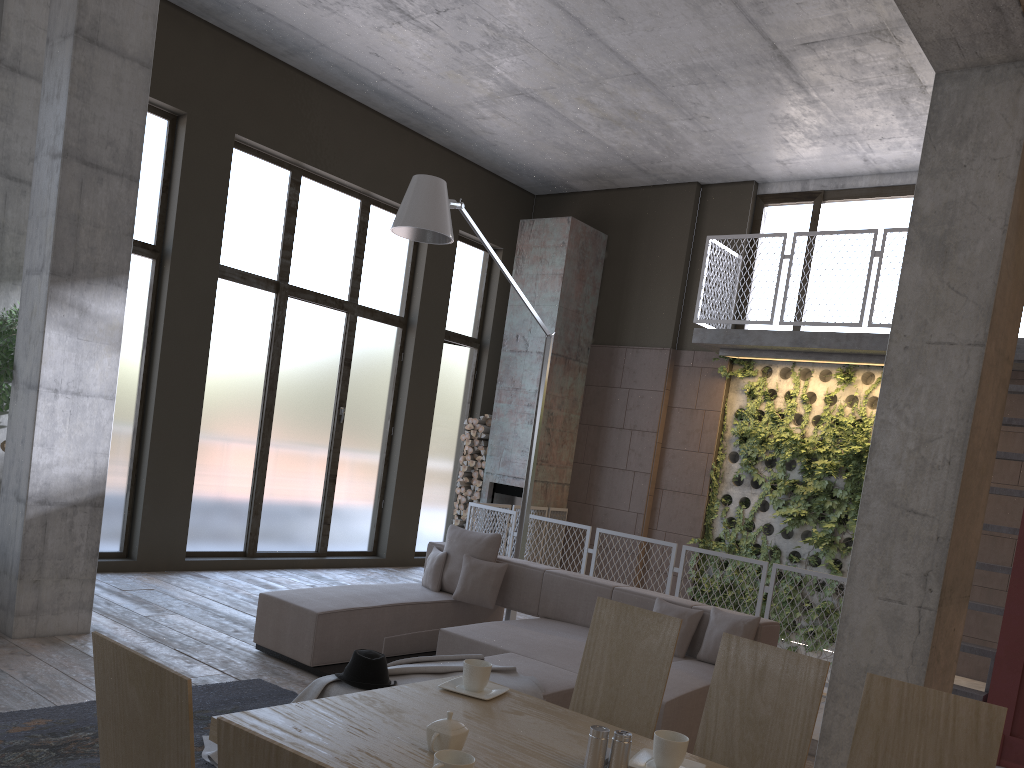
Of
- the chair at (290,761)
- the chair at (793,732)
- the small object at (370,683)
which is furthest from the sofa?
the chair at (290,761)

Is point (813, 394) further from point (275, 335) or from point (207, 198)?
point (207, 198)

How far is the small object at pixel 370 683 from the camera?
3.90m

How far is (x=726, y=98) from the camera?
8.5m

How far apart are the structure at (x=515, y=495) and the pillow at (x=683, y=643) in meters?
5.2

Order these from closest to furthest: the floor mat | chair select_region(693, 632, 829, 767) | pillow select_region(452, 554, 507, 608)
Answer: chair select_region(693, 632, 829, 767) < the floor mat < pillow select_region(452, 554, 507, 608)

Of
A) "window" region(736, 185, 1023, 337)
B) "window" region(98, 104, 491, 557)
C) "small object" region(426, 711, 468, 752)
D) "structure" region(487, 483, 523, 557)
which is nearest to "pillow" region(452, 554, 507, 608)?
"window" region(98, 104, 491, 557)

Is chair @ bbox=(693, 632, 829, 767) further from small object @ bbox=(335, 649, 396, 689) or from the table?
small object @ bbox=(335, 649, 396, 689)

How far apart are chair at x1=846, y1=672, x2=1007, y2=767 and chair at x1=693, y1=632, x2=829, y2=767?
0.1m

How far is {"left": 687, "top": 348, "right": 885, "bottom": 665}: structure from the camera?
9.4 meters
